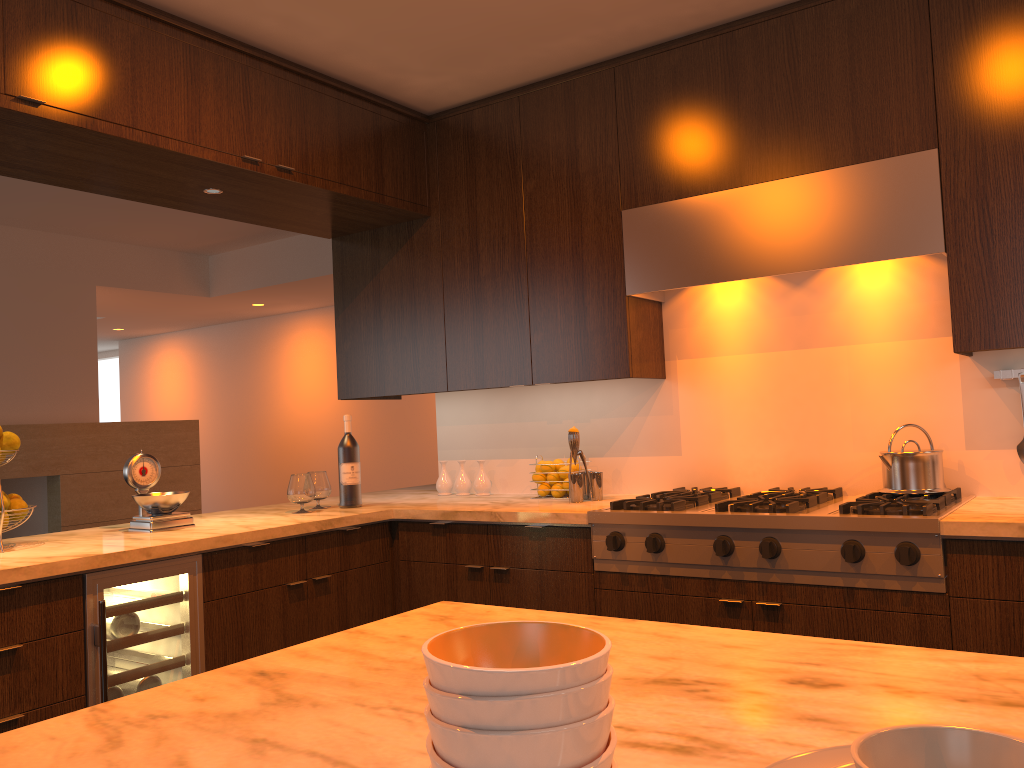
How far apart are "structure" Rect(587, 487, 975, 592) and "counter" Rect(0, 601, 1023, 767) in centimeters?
133cm

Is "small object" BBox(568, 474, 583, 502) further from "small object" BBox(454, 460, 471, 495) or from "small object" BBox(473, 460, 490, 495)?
"small object" BBox(454, 460, 471, 495)

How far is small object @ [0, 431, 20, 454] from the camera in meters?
2.7

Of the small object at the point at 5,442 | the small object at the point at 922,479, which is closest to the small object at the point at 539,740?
the small object at the point at 922,479

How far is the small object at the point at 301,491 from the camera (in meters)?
3.42

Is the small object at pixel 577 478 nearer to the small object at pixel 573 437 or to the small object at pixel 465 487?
the small object at pixel 573 437

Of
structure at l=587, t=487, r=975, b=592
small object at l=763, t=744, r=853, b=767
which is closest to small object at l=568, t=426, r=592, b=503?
structure at l=587, t=487, r=975, b=592

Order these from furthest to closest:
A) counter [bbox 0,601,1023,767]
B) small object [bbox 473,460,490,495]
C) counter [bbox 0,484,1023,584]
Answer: small object [bbox 473,460,490,495], counter [bbox 0,484,1023,584], counter [bbox 0,601,1023,767]

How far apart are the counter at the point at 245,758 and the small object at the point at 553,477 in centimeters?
204cm

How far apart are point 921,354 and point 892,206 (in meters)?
0.55
